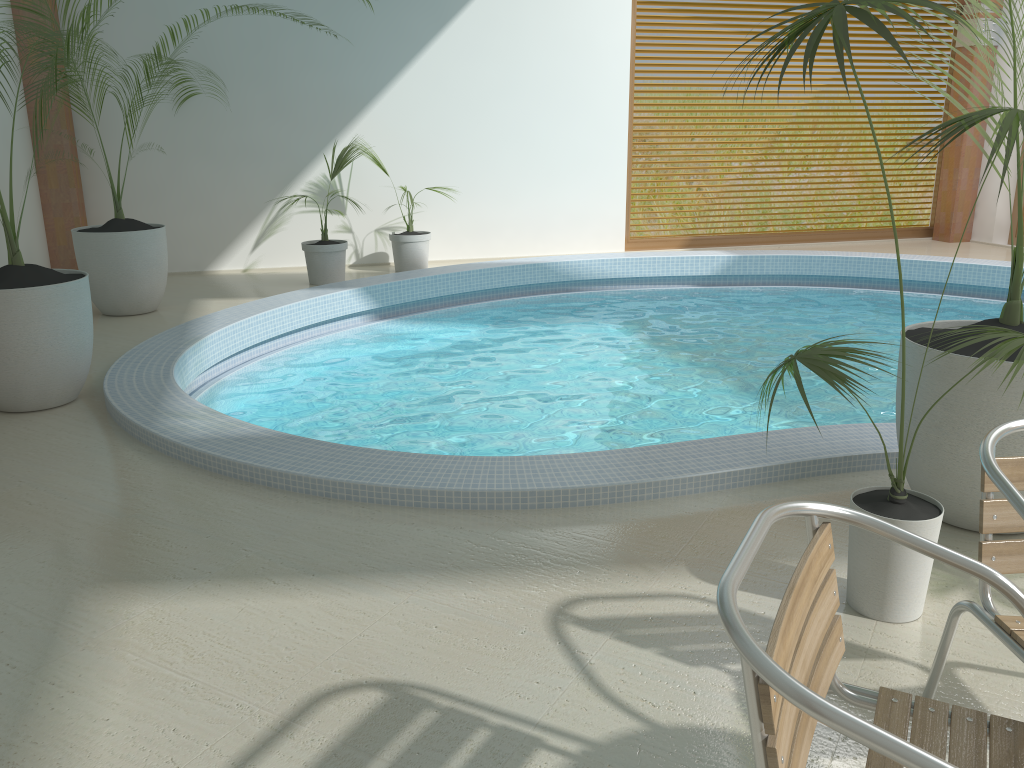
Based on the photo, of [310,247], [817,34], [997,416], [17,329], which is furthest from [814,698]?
[310,247]

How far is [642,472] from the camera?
3.4m

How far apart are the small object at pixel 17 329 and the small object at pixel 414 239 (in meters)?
4.05

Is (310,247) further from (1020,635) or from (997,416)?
(1020,635)

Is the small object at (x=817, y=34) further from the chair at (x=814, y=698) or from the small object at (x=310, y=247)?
the small object at (x=310, y=247)

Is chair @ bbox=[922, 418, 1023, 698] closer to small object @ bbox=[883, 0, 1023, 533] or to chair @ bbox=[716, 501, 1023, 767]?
chair @ bbox=[716, 501, 1023, 767]

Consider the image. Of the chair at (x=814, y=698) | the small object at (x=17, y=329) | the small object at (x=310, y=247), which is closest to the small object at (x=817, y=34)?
the chair at (x=814, y=698)

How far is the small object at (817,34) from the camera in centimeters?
201cm

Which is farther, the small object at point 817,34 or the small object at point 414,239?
the small object at point 414,239

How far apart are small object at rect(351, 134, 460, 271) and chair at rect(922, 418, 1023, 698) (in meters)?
6.97
